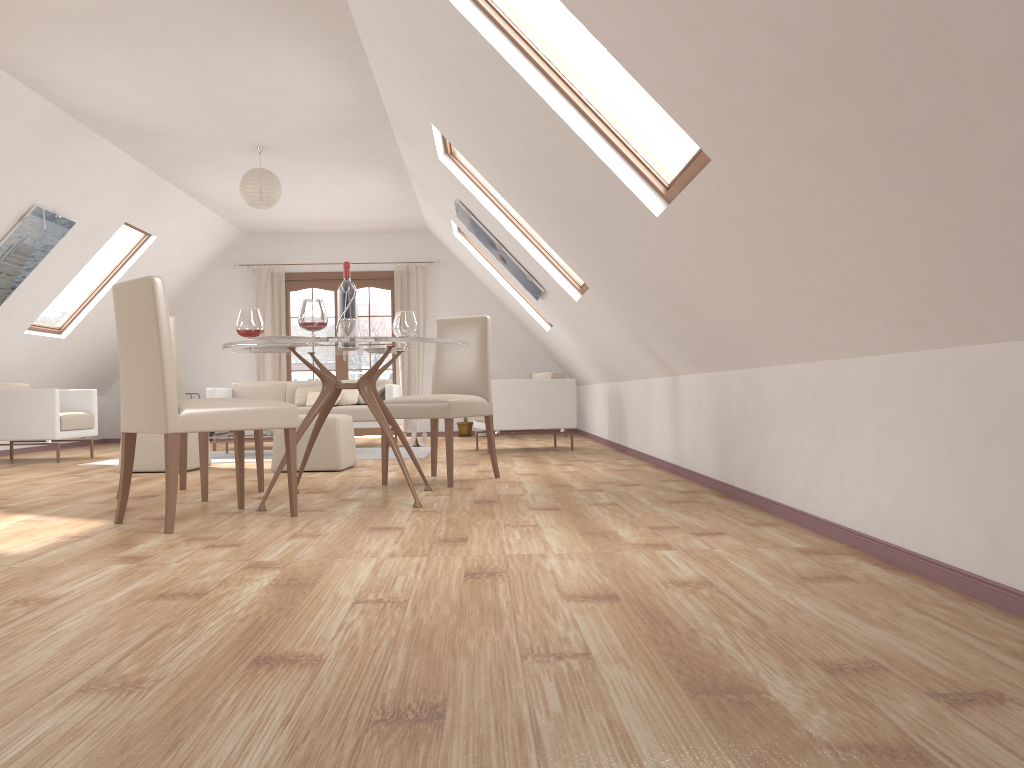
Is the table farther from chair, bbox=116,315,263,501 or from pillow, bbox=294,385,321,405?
pillow, bbox=294,385,321,405

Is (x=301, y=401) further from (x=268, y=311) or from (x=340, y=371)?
(x=268, y=311)

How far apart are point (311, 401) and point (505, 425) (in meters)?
2.55

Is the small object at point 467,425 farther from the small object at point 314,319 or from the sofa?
the small object at point 314,319

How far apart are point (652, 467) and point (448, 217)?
3.65m

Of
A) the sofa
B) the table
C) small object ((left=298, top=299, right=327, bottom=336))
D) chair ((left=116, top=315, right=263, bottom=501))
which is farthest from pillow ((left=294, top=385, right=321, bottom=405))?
small object ((left=298, top=299, right=327, bottom=336))

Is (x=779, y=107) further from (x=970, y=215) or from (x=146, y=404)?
(x=146, y=404)

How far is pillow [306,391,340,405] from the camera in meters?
9.2 m

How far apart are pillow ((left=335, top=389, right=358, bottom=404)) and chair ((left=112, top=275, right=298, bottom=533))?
5.27m

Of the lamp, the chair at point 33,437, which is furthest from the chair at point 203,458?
the chair at point 33,437
